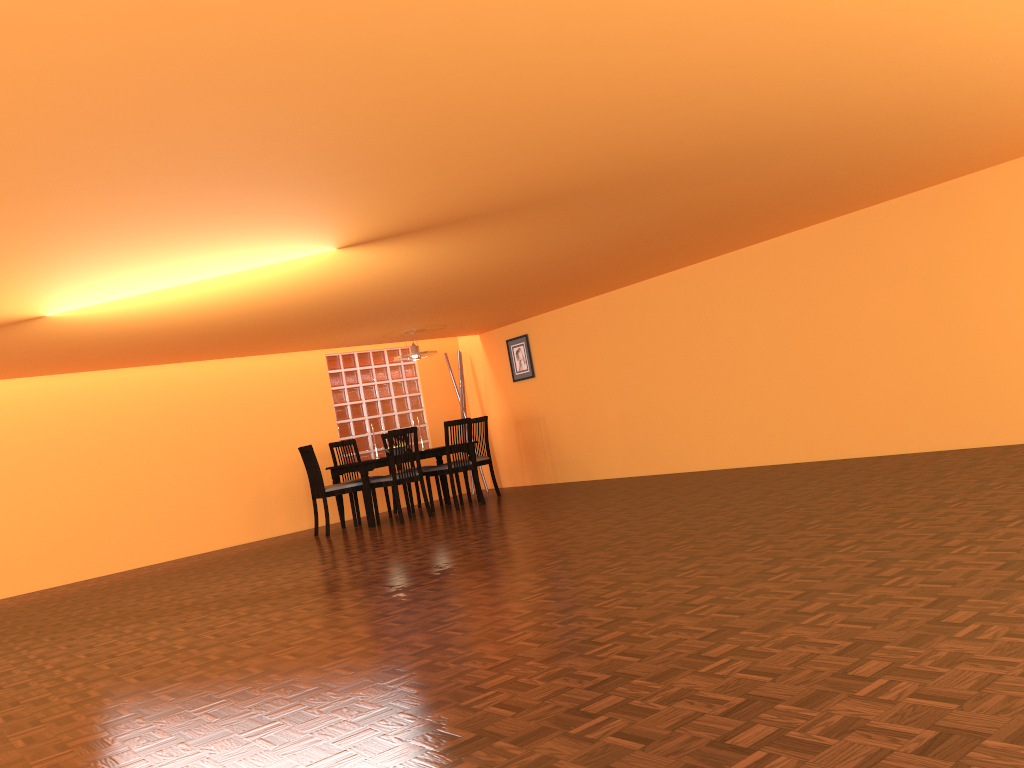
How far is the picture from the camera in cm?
920

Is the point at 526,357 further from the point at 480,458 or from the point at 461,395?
the point at 480,458

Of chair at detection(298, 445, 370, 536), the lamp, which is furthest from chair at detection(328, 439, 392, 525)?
the lamp

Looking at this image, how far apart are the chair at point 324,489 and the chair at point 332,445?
0.66m

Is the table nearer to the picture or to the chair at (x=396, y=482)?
the chair at (x=396, y=482)

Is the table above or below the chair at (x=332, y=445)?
below

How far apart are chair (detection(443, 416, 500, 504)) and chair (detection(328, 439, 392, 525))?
1.24m

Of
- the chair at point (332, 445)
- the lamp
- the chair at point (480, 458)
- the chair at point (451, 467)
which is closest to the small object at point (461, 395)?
the chair at point (480, 458)

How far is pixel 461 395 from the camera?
9.7 meters

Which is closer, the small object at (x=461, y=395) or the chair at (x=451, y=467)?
the chair at (x=451, y=467)
